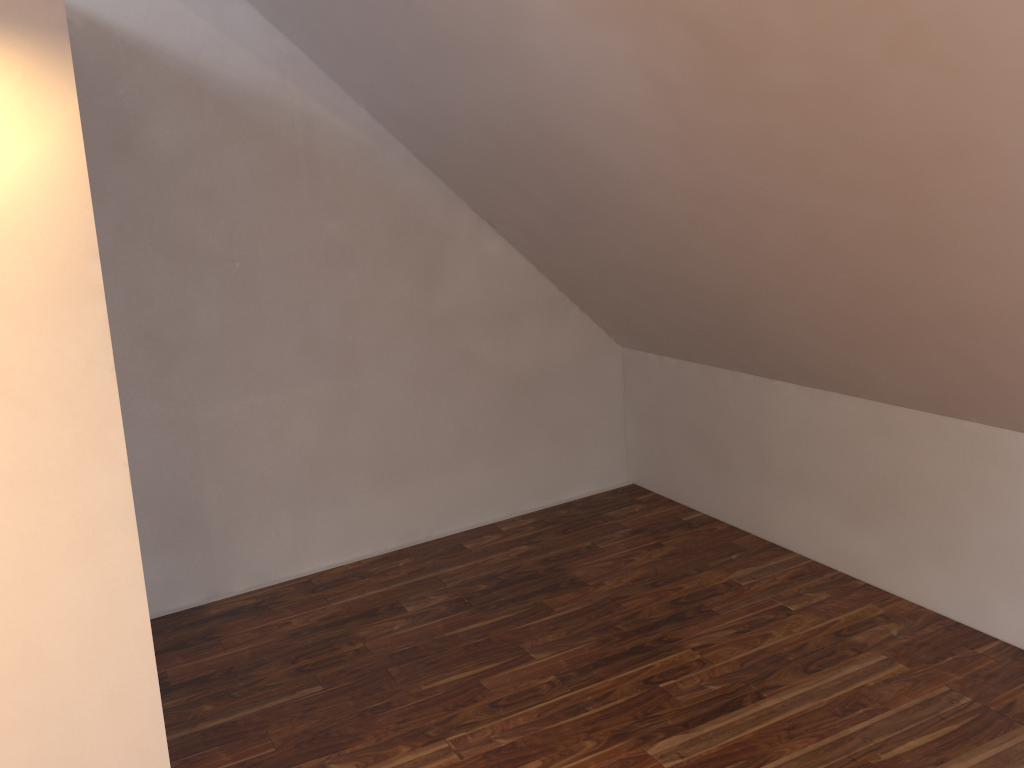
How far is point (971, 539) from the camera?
2.9 meters

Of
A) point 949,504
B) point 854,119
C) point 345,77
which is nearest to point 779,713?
point 949,504

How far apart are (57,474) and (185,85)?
1.7 meters
